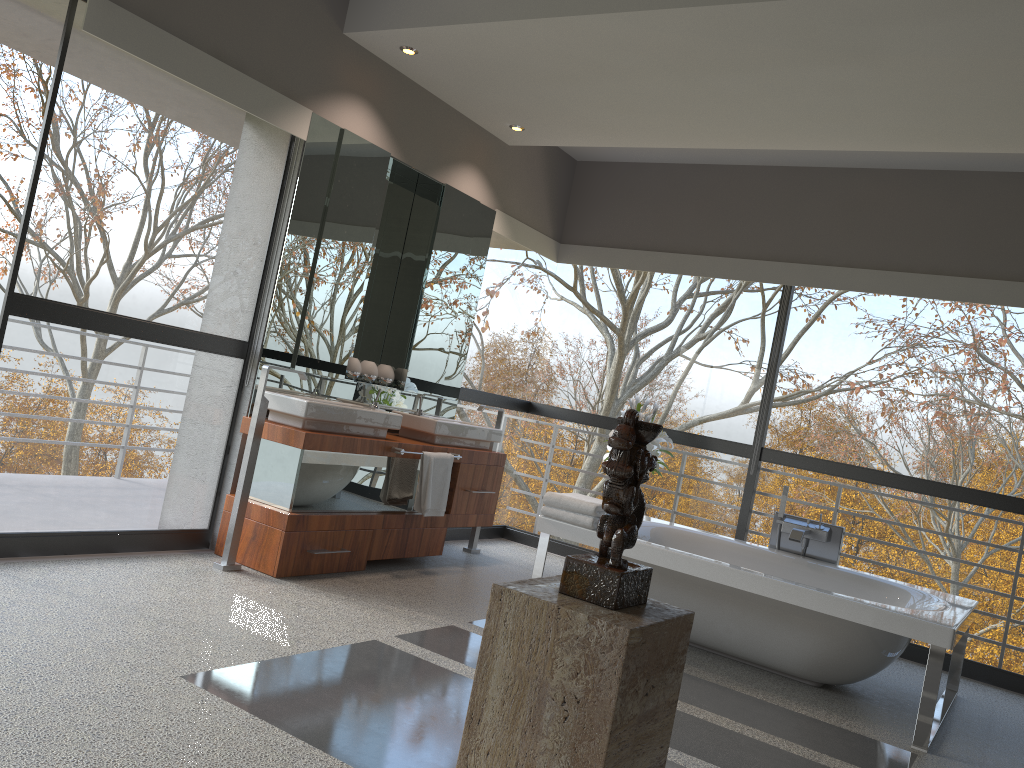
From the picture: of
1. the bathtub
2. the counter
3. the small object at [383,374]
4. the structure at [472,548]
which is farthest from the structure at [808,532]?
the small object at [383,374]

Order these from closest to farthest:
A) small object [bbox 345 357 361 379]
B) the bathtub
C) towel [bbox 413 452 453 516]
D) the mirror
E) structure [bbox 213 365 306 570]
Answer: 1. the bathtub
2. structure [bbox 213 365 306 570]
3. the mirror
4. towel [bbox 413 452 453 516]
5. small object [bbox 345 357 361 379]

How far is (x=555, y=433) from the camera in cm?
1160

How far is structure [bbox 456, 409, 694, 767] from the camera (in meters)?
1.55

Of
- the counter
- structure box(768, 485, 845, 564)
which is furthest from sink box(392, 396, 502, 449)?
structure box(768, 485, 845, 564)

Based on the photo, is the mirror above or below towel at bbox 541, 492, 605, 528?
above

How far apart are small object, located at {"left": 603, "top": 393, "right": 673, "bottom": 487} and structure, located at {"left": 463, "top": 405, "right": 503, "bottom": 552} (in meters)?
0.98

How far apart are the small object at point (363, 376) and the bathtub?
1.5 meters

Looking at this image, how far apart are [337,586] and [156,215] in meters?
19.6

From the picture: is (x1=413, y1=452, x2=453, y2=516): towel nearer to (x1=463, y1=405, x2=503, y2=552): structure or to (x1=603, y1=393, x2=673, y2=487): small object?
(x1=463, y1=405, x2=503, y2=552): structure
